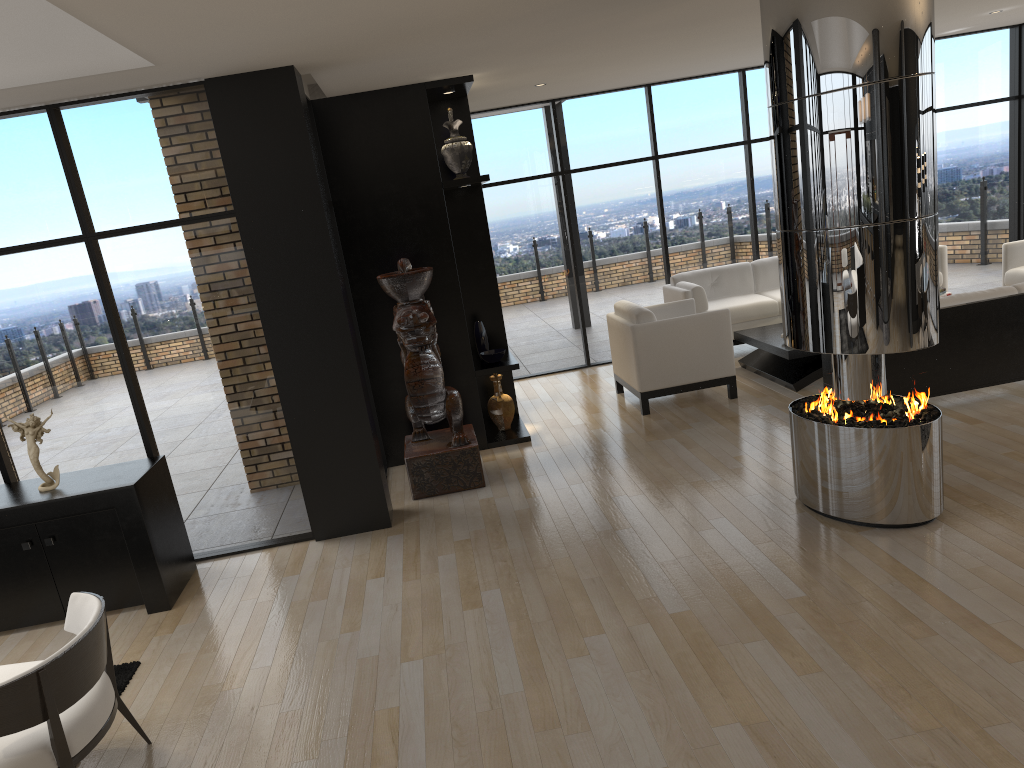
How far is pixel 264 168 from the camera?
5.1 meters

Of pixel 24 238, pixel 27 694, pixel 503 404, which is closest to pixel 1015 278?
pixel 503 404

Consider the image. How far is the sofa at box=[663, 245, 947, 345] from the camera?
8.8m

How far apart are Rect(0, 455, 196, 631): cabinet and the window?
0.23m

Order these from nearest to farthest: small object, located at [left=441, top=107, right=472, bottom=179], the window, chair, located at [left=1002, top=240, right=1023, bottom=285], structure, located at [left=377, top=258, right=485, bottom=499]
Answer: the window < structure, located at [left=377, top=258, right=485, bottom=499] < small object, located at [left=441, top=107, right=472, bottom=179] < chair, located at [left=1002, top=240, right=1023, bottom=285]

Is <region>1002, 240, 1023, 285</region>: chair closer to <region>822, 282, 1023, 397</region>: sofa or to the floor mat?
<region>822, 282, 1023, 397</region>: sofa

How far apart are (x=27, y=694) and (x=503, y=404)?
4.79m

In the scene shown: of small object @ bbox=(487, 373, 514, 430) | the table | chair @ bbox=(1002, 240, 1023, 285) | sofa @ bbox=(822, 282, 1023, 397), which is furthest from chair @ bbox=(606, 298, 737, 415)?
chair @ bbox=(1002, 240, 1023, 285)

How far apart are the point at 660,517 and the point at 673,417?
2.2 meters

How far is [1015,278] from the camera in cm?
818
